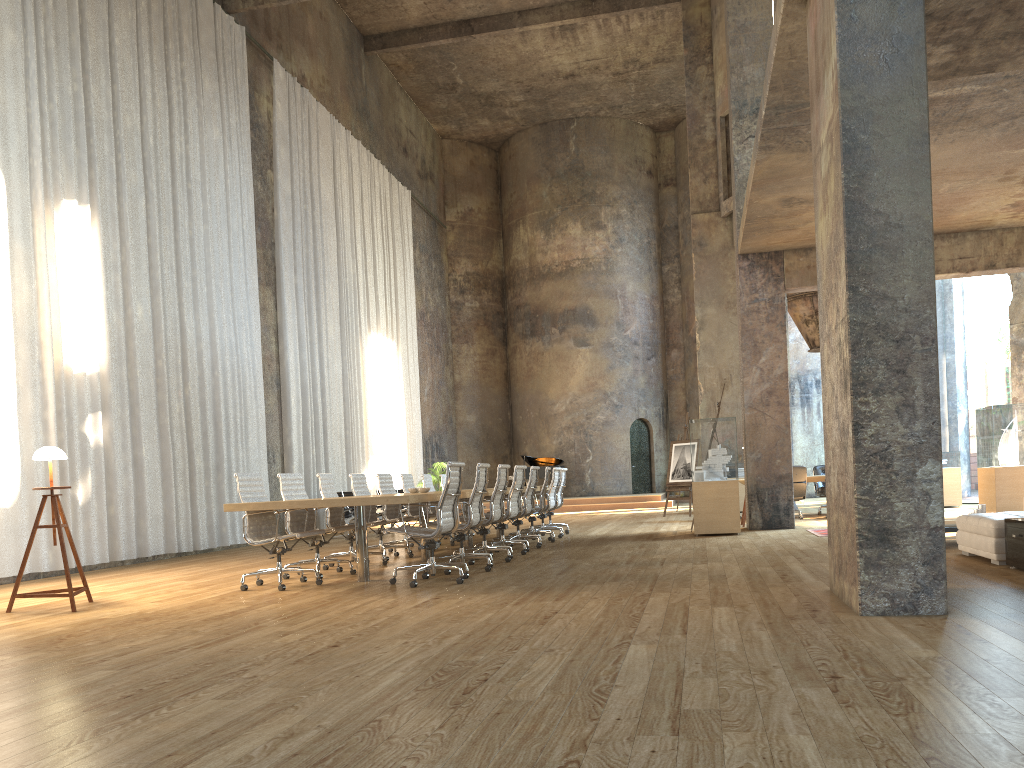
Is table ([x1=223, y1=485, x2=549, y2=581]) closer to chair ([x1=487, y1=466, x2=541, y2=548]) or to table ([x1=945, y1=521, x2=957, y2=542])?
chair ([x1=487, y1=466, x2=541, y2=548])

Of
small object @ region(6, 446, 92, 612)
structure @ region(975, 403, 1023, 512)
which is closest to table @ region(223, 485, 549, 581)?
small object @ region(6, 446, 92, 612)

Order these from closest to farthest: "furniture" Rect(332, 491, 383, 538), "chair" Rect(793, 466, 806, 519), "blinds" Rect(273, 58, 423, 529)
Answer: "chair" Rect(793, 466, 806, 519), "furniture" Rect(332, 491, 383, 538), "blinds" Rect(273, 58, 423, 529)

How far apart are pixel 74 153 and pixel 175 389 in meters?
3.4 m

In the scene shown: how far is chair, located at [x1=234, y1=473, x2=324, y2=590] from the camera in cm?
747

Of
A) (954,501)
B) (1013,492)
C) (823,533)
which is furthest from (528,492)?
(954,501)

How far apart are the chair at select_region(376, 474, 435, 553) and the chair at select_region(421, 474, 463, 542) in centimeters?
154cm

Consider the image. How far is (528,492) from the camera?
10.7 meters

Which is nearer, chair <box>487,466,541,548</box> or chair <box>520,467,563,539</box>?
chair <box>487,466,541,548</box>

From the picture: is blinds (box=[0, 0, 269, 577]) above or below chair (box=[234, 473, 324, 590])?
above
